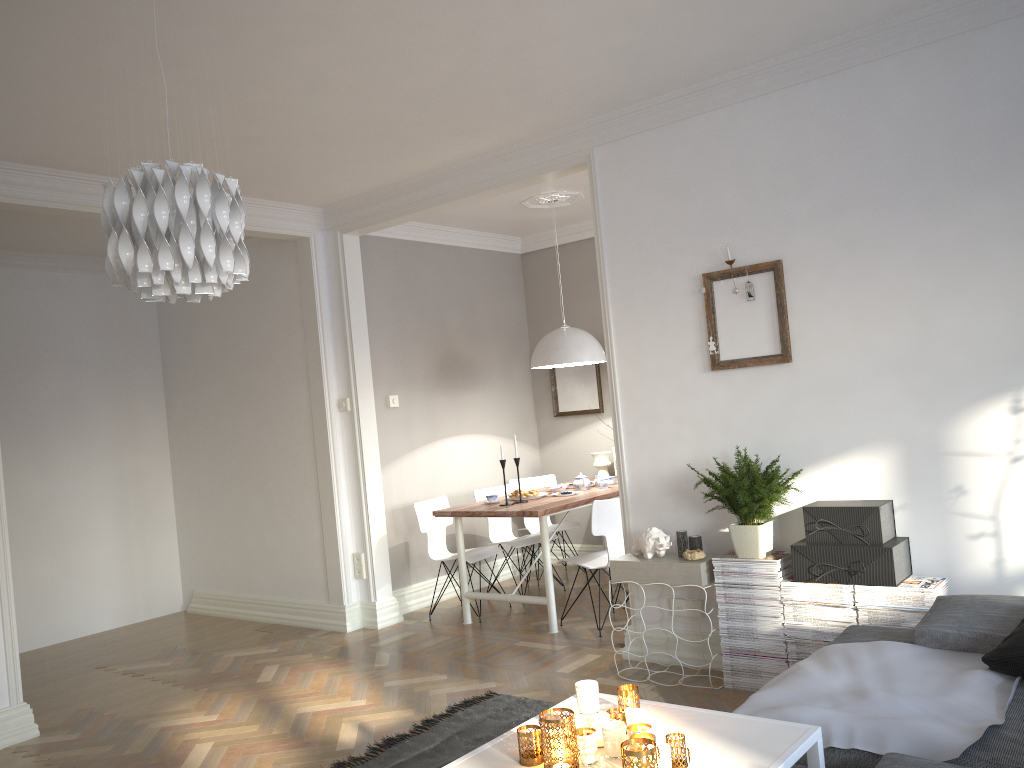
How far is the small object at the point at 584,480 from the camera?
6.07m

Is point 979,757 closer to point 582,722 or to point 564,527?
point 582,722

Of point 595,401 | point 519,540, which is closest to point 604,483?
point 519,540

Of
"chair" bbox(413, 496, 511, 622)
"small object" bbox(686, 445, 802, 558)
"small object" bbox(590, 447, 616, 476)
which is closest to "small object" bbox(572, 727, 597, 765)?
"small object" bbox(686, 445, 802, 558)

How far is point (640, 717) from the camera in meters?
2.2 m

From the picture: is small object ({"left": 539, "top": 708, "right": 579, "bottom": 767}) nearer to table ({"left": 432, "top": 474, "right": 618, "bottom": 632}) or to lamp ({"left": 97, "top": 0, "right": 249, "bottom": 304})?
lamp ({"left": 97, "top": 0, "right": 249, "bottom": 304})

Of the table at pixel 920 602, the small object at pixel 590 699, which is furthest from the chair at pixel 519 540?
the small object at pixel 590 699

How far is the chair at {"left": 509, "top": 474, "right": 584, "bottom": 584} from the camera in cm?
684

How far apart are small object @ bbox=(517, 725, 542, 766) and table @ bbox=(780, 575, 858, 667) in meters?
2.0 m

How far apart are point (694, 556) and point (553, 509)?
1.3m
